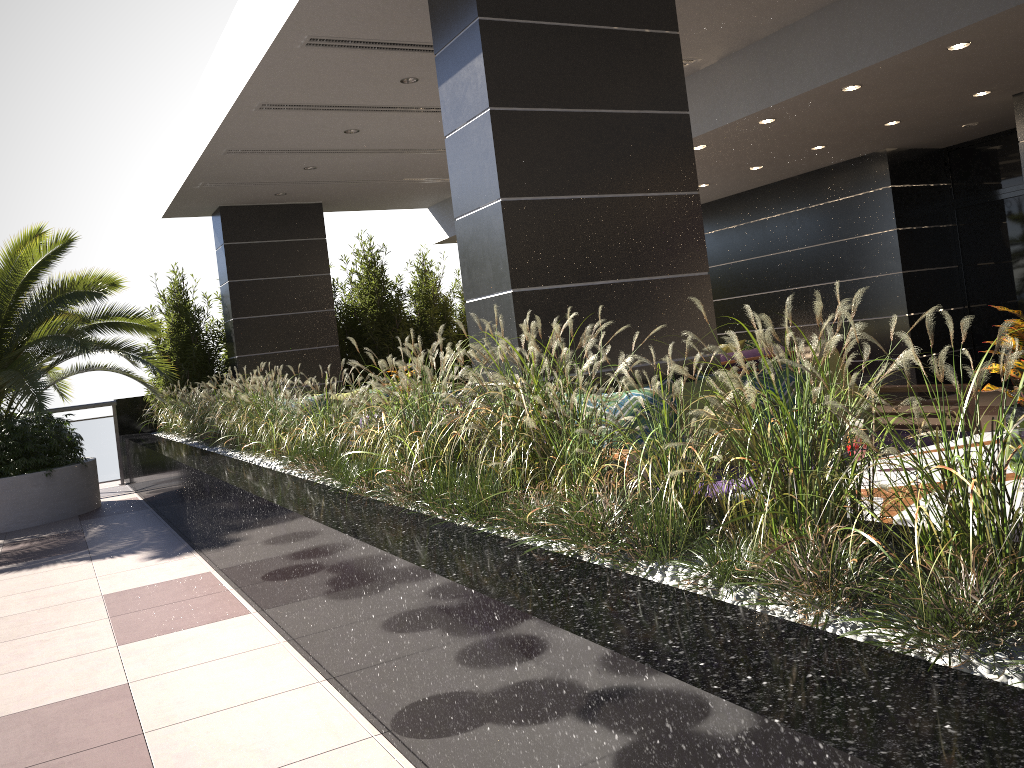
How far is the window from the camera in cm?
→ 930

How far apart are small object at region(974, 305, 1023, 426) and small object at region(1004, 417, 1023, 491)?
0.6 meters

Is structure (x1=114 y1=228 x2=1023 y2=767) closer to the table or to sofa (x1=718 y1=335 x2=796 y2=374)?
the table

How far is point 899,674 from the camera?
1.30m

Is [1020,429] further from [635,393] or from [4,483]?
[4,483]

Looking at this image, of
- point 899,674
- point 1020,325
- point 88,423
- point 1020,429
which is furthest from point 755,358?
point 899,674

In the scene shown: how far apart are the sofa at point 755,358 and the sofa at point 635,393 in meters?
5.0

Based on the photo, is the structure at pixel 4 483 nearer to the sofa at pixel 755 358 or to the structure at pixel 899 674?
the structure at pixel 899 674

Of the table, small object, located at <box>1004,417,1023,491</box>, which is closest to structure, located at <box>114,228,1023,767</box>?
the table

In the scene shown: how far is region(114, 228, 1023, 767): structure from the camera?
1.3m
